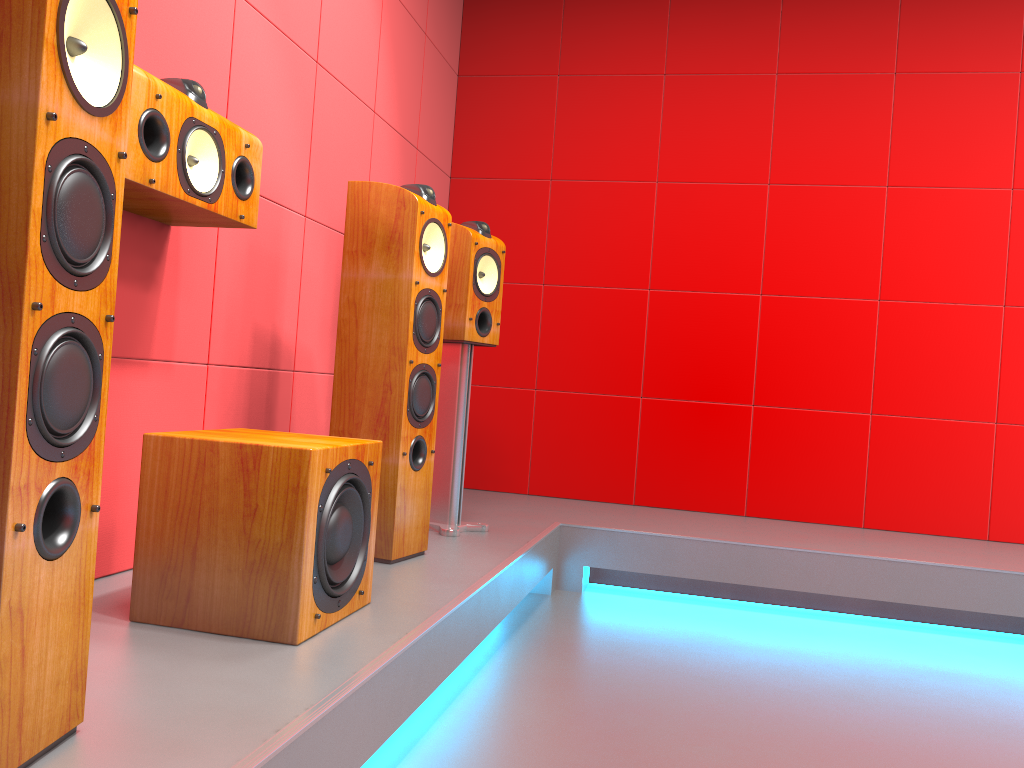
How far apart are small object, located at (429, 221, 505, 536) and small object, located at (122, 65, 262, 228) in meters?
0.9

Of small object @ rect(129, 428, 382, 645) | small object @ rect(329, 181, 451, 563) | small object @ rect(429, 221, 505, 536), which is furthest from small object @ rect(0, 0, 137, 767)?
small object @ rect(429, 221, 505, 536)

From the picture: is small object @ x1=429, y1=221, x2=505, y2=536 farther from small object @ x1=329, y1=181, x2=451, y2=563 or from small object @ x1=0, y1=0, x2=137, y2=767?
small object @ x1=0, y1=0, x2=137, y2=767

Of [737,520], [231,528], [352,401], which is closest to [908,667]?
[737,520]

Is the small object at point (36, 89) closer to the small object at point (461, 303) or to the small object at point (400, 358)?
A: the small object at point (400, 358)

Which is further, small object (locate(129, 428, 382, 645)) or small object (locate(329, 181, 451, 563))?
small object (locate(329, 181, 451, 563))

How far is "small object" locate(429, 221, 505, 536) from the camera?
2.9m

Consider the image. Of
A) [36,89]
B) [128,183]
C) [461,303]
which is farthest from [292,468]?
[461,303]

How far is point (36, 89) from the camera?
1.0m

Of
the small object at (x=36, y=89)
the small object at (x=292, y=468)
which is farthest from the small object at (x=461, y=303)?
the small object at (x=36, y=89)
